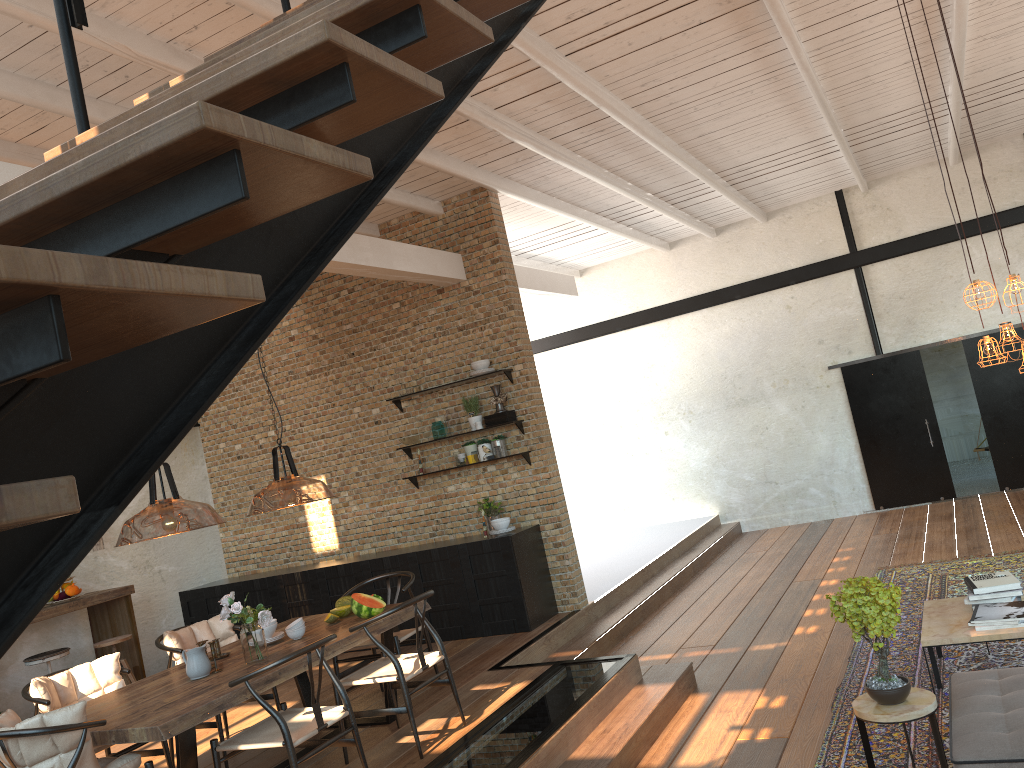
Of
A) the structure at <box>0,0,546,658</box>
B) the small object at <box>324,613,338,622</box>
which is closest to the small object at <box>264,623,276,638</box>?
the small object at <box>324,613,338,622</box>

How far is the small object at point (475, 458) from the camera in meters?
8.4 m

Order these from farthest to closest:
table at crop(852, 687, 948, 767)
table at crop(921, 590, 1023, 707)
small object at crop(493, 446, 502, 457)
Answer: small object at crop(493, 446, 502, 457), table at crop(921, 590, 1023, 707), table at crop(852, 687, 948, 767)

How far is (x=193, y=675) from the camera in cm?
488

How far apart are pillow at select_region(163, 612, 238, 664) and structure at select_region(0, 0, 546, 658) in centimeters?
449cm

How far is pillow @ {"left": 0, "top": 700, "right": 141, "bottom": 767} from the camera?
3.9m

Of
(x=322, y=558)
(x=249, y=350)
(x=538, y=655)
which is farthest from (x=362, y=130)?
(x=322, y=558)

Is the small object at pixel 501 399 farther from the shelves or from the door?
the door

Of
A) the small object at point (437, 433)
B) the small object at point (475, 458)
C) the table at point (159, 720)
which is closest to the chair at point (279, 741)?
the table at point (159, 720)

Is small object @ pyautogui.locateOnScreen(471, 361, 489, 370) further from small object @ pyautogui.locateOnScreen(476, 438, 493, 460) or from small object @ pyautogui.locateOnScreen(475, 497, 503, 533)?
small object @ pyautogui.locateOnScreen(475, 497, 503, 533)
